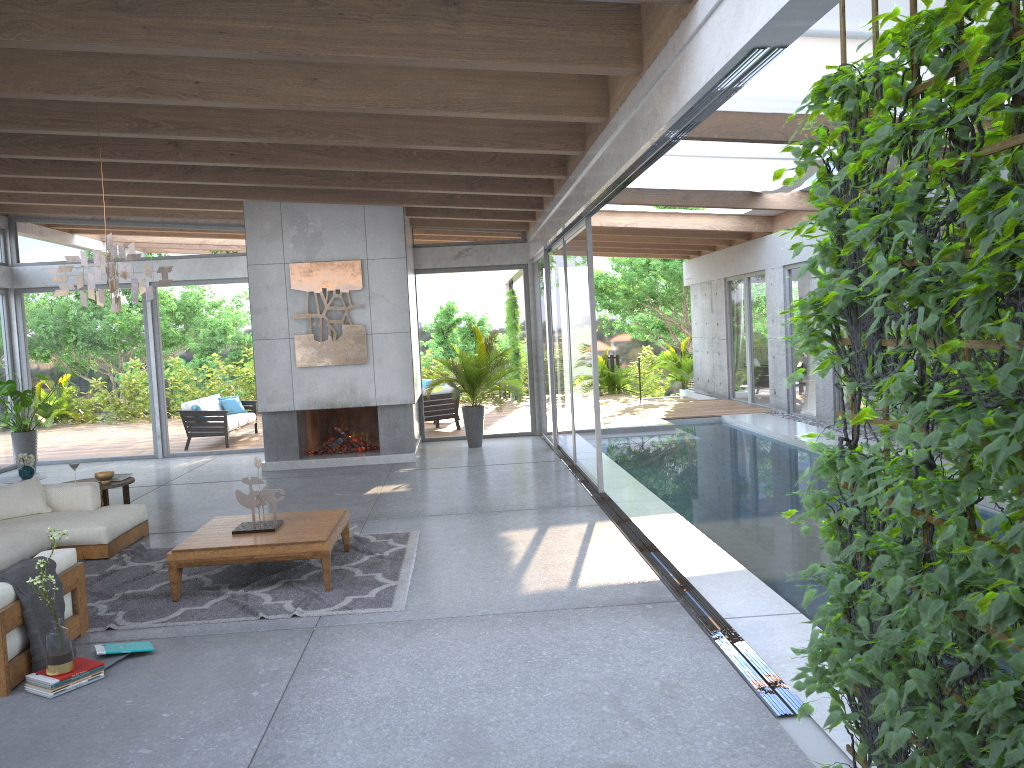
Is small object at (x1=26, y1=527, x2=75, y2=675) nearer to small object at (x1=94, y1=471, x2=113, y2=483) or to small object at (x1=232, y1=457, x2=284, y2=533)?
small object at (x1=232, y1=457, x2=284, y2=533)

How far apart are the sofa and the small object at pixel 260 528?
1.1m

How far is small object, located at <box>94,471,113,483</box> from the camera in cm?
821

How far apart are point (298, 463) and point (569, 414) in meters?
3.6

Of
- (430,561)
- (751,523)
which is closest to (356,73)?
(430,561)

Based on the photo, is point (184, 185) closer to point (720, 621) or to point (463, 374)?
point (463, 374)

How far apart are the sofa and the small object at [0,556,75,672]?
0.0 meters

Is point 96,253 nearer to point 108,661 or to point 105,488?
point 108,661

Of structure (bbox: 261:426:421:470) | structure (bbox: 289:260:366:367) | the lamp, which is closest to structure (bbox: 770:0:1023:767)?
the lamp

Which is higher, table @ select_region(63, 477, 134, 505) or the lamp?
the lamp
